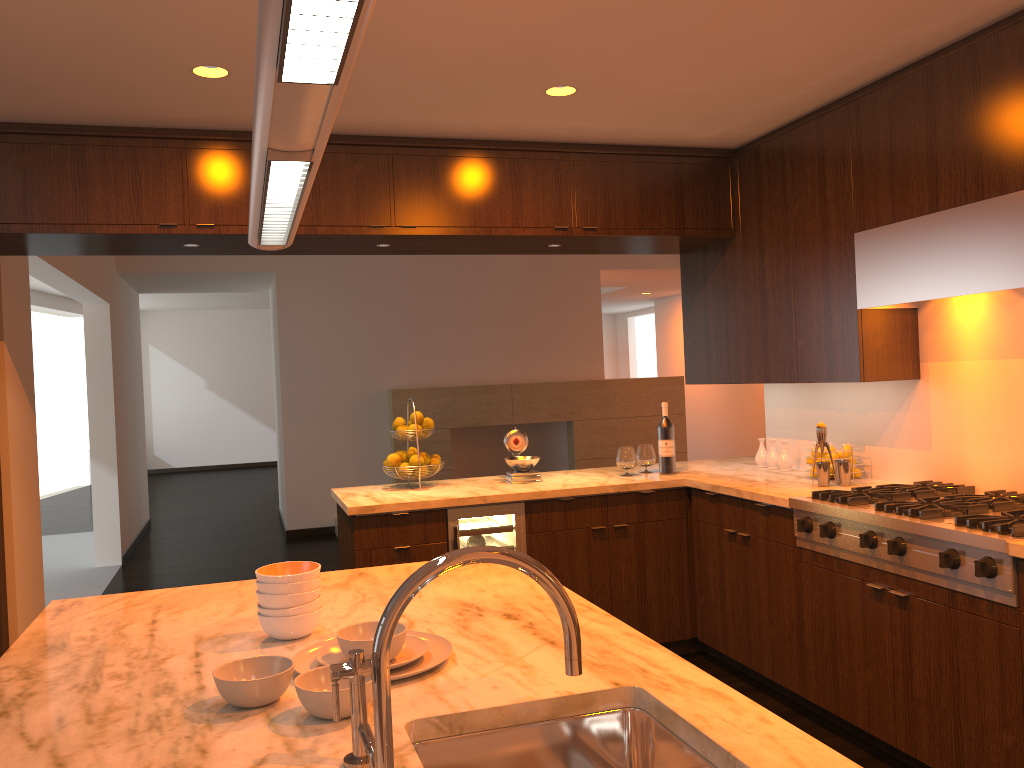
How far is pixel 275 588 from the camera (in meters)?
1.86

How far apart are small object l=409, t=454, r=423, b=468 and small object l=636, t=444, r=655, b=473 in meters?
1.2 m

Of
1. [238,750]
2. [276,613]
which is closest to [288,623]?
[276,613]

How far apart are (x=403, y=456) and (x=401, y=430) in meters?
0.1 m

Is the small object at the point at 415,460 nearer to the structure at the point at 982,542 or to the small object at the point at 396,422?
the small object at the point at 396,422

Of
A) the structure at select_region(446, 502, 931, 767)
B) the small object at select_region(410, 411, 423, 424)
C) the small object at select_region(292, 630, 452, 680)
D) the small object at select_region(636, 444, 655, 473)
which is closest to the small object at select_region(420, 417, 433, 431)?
the small object at select_region(410, 411, 423, 424)

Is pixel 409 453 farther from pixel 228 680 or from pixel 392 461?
pixel 228 680

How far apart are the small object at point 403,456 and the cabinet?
0.4m

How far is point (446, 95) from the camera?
3.53m

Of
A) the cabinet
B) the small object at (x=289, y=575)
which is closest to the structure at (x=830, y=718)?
the cabinet
